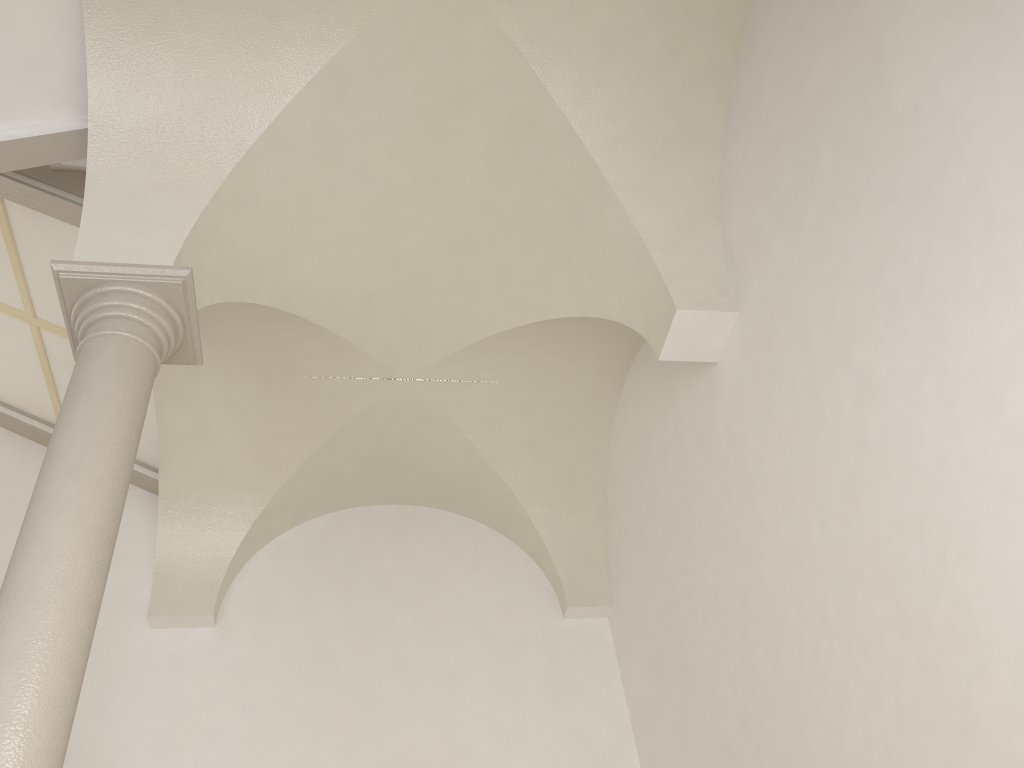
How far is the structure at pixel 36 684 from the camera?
3.2 meters

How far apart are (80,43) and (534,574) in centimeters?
541cm

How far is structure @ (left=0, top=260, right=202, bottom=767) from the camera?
3.2 meters
